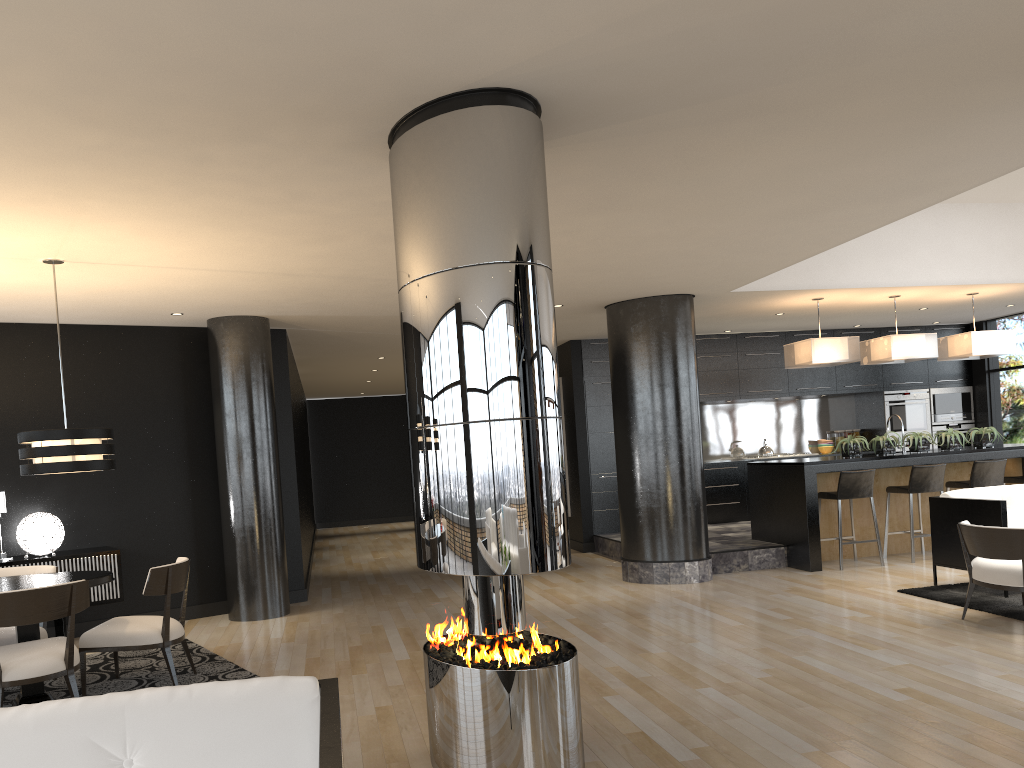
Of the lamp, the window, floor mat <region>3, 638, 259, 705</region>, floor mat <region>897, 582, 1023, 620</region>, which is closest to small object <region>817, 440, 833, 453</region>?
the window

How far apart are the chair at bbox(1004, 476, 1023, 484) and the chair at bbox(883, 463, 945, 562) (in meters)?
1.04

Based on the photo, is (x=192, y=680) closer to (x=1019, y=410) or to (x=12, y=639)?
(x=12, y=639)

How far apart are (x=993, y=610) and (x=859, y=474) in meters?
2.4

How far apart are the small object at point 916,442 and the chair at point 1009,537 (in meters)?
3.10

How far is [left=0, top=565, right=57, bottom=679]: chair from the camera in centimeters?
537cm

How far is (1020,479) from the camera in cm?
908

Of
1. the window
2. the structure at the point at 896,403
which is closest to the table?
the structure at the point at 896,403

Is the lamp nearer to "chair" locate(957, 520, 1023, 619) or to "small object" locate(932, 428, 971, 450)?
"chair" locate(957, 520, 1023, 619)

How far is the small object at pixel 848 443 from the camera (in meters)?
8.84
